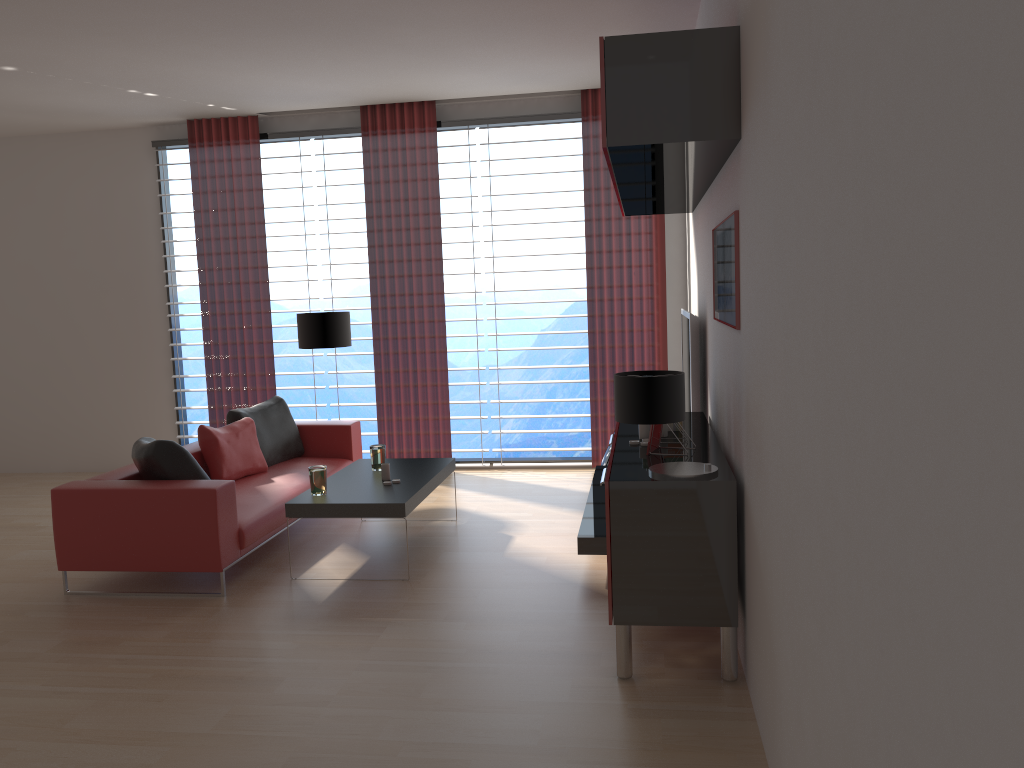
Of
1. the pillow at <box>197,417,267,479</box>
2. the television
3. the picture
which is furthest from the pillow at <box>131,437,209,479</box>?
the picture

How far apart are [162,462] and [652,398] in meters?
3.9

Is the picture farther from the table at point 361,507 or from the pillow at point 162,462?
the pillow at point 162,462

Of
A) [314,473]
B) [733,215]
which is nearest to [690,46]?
[733,215]

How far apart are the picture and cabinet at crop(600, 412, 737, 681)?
0.8 meters

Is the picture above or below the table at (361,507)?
above

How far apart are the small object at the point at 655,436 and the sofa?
3.07m

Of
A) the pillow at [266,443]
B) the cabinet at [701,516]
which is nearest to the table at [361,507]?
the pillow at [266,443]

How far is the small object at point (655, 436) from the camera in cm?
536

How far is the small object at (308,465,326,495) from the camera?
6.73m
